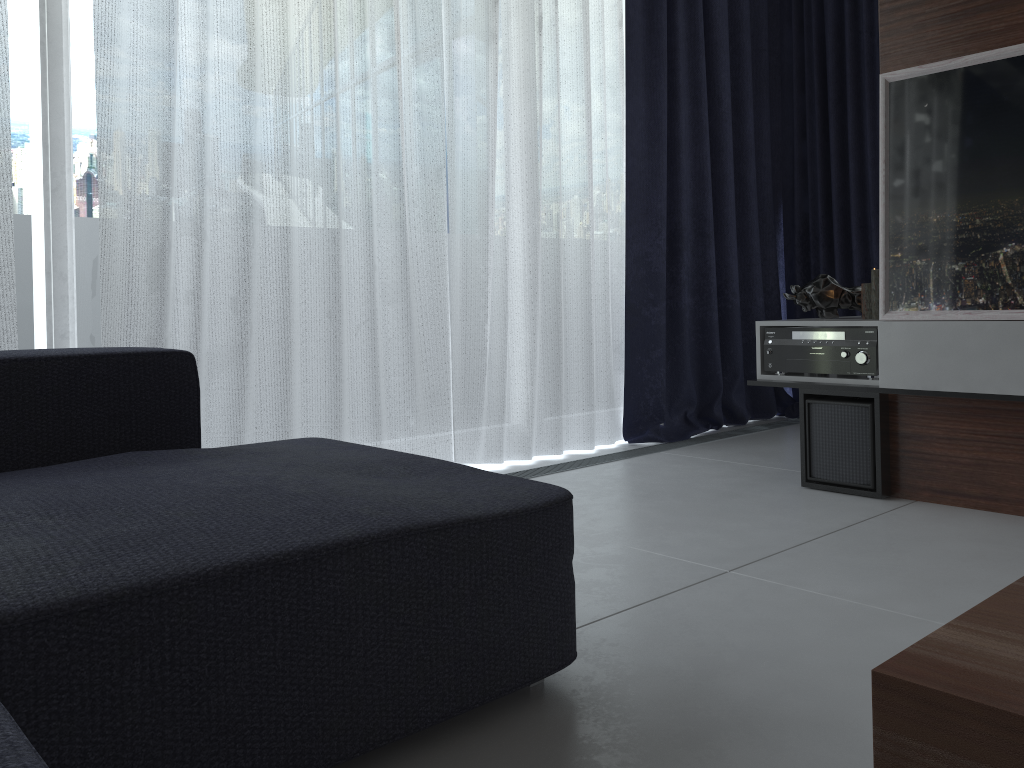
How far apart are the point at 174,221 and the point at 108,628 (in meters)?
1.70

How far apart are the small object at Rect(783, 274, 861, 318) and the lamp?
0.18m

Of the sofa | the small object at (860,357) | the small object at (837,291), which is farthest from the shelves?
the sofa

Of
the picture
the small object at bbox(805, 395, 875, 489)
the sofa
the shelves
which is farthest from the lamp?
the sofa

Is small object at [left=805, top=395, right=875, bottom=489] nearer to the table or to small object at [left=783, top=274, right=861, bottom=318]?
small object at [left=783, top=274, right=861, bottom=318]

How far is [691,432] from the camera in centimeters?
373cm

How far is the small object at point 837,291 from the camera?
2.89m

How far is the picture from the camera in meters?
2.2

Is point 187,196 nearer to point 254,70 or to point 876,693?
point 254,70

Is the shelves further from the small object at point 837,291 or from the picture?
the small object at point 837,291
